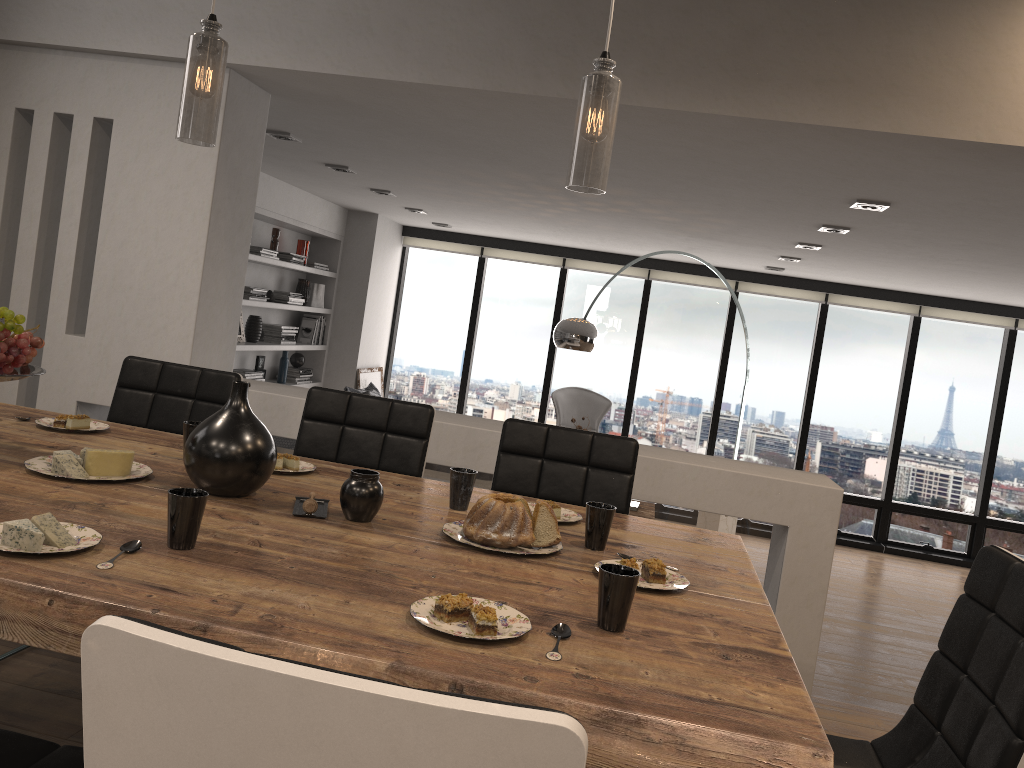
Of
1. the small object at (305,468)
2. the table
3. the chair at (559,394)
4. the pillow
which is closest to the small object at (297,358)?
the pillow

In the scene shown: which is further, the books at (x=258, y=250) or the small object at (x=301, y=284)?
the small object at (x=301, y=284)

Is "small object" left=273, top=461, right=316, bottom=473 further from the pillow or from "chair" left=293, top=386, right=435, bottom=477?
the pillow

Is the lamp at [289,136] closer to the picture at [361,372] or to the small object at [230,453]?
the small object at [230,453]

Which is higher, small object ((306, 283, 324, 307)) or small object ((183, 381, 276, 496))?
small object ((306, 283, 324, 307))

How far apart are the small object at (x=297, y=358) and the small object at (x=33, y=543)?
6.6m

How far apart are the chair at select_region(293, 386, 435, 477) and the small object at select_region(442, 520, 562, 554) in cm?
87

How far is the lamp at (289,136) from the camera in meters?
4.7

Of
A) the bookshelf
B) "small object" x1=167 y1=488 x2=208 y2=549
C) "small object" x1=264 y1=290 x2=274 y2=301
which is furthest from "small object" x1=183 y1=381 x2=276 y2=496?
"small object" x1=264 y1=290 x2=274 y2=301

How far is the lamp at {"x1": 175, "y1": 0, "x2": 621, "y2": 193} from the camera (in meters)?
1.66
